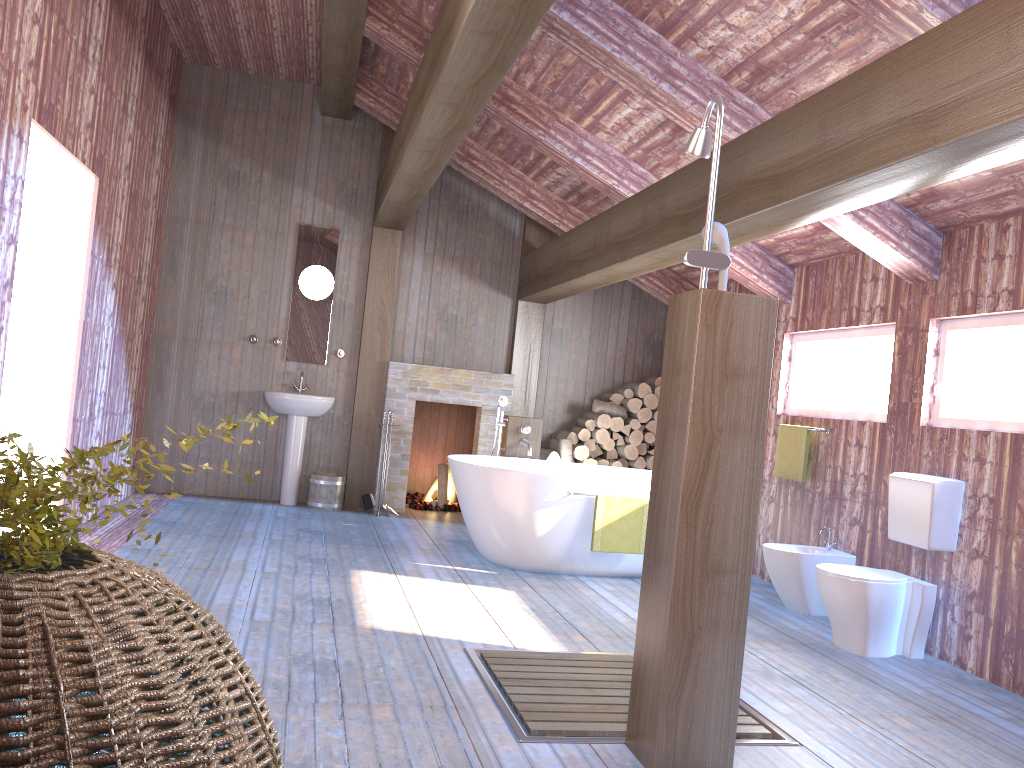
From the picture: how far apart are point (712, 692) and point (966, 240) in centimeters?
308cm

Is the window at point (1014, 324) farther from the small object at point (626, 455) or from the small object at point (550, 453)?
the small object at point (550, 453)

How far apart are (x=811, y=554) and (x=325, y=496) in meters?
4.0 m

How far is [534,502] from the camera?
5.43m

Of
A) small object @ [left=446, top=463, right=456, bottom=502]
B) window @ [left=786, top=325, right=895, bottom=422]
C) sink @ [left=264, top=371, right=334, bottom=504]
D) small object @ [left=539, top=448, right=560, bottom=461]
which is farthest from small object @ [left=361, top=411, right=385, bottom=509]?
window @ [left=786, top=325, right=895, bottom=422]

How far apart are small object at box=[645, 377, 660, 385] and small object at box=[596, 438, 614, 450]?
0.7 meters

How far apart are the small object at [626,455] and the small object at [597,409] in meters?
0.3 m

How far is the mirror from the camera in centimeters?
768cm

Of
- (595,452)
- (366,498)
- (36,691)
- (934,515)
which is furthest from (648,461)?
(36,691)

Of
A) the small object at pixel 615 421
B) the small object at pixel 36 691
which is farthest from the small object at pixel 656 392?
the small object at pixel 36 691
